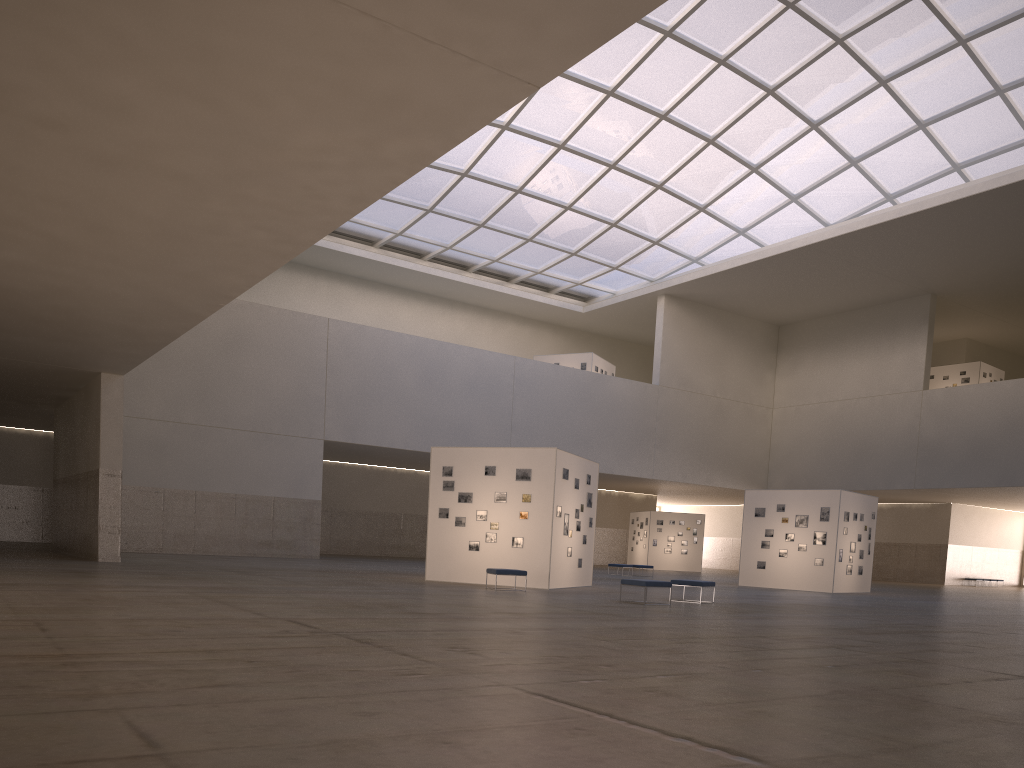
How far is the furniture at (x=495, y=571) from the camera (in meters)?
25.54

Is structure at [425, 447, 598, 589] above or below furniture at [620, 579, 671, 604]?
above

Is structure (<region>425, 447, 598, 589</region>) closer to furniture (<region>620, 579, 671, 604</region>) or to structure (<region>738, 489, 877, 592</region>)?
furniture (<region>620, 579, 671, 604</region>)

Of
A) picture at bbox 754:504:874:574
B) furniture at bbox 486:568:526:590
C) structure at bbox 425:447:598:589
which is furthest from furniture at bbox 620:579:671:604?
picture at bbox 754:504:874:574

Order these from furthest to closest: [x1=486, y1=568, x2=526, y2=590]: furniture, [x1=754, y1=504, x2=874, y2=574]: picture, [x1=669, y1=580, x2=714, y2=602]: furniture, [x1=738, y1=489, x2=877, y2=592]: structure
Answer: [x1=754, y1=504, x2=874, y2=574]: picture, [x1=738, y1=489, x2=877, y2=592]: structure, [x1=486, y1=568, x2=526, y2=590]: furniture, [x1=669, y1=580, x2=714, y2=602]: furniture

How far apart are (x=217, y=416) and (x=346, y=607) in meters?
32.3 m

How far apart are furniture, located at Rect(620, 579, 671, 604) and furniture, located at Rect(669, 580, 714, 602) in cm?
198

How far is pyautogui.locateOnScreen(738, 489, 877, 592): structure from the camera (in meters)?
37.84

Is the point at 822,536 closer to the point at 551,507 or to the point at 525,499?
the point at 551,507

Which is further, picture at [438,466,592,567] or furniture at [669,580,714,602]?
picture at [438,466,592,567]
